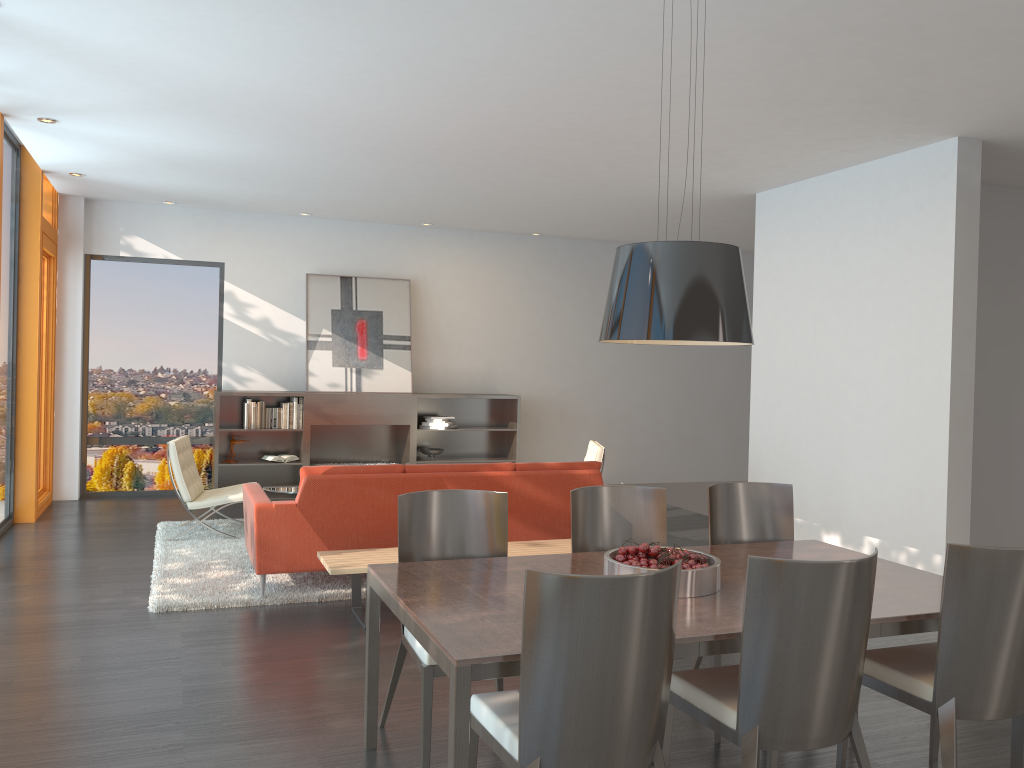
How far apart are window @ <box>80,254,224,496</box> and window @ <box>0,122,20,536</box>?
1.6 meters

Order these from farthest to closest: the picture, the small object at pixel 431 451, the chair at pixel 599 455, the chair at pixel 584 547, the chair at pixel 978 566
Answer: the small object at pixel 431 451 < the picture < the chair at pixel 599 455 < the chair at pixel 584 547 < the chair at pixel 978 566

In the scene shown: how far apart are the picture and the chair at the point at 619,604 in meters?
7.4

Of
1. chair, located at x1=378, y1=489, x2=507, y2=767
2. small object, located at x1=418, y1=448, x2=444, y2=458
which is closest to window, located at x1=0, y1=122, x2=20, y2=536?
small object, located at x1=418, y1=448, x2=444, y2=458

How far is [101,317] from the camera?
9.46m

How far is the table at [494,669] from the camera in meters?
2.4

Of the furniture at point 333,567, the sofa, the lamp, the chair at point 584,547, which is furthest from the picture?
the lamp

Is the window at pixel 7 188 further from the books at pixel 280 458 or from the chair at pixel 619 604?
the chair at pixel 619 604

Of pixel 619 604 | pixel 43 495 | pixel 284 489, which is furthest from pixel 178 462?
pixel 619 604

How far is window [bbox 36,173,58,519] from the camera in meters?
8.7
